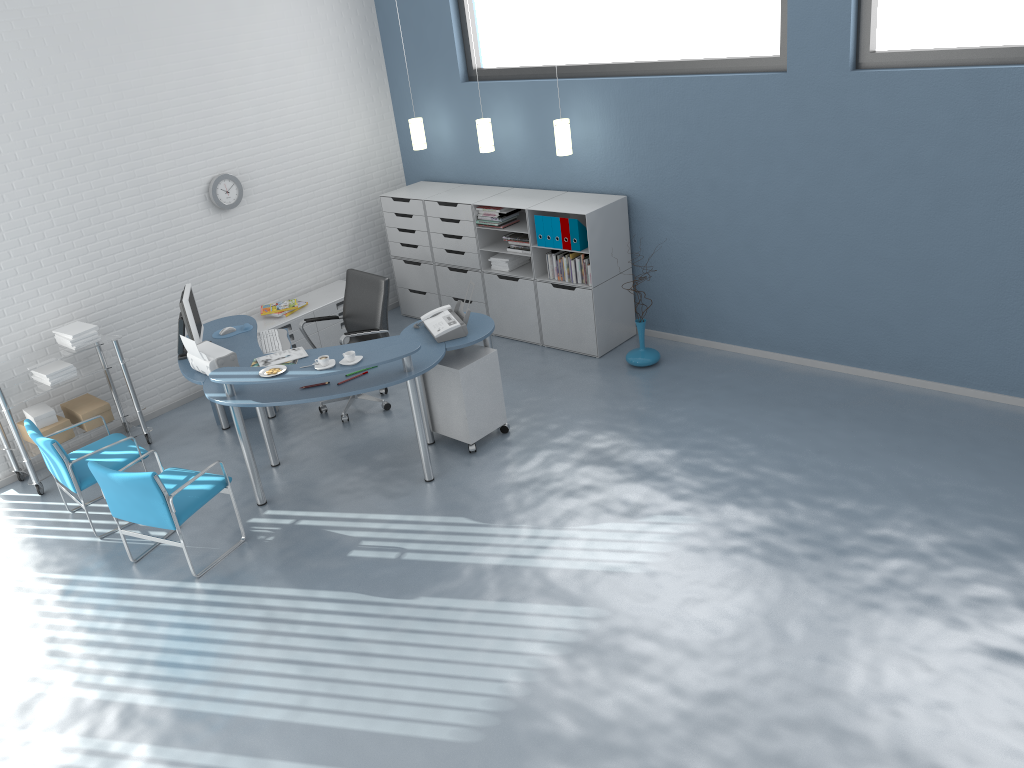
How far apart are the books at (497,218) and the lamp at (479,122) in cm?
55

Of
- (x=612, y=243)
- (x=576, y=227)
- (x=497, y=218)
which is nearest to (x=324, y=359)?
(x=576, y=227)

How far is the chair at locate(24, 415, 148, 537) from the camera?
5.2m

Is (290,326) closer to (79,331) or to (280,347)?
(280,347)

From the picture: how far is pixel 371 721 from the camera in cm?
378

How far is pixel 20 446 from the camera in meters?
5.8

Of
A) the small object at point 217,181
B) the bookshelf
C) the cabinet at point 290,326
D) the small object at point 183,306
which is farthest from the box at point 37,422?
the bookshelf

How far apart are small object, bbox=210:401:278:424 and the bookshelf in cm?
202

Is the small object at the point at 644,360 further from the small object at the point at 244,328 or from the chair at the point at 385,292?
the small object at the point at 244,328

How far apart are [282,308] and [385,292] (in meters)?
1.37
